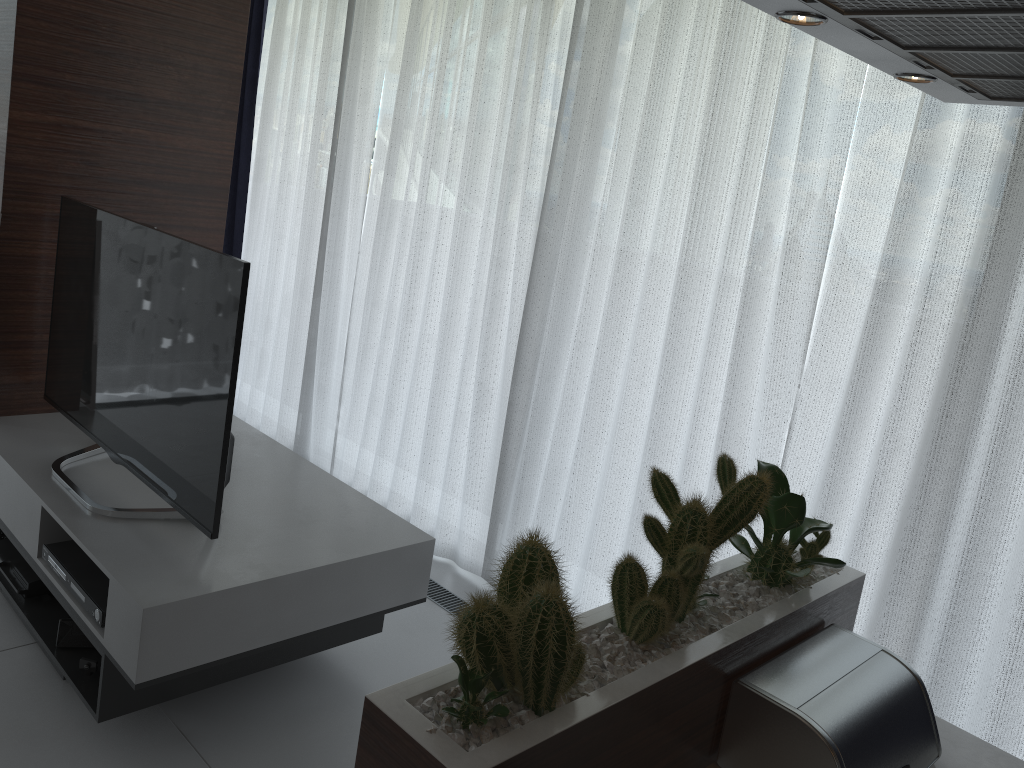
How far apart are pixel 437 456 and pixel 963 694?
2.1 meters

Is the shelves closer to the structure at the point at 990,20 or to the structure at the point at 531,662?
the structure at the point at 531,662

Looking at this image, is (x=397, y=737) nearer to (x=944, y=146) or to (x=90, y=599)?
(x=90, y=599)

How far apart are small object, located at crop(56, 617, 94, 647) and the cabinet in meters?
1.7

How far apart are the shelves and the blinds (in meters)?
0.65

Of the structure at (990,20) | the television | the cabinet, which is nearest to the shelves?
the television

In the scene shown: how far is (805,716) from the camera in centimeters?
130cm

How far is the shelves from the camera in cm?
215

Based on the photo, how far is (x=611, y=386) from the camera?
3.0m

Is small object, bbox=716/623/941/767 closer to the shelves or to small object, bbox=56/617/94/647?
the shelves
